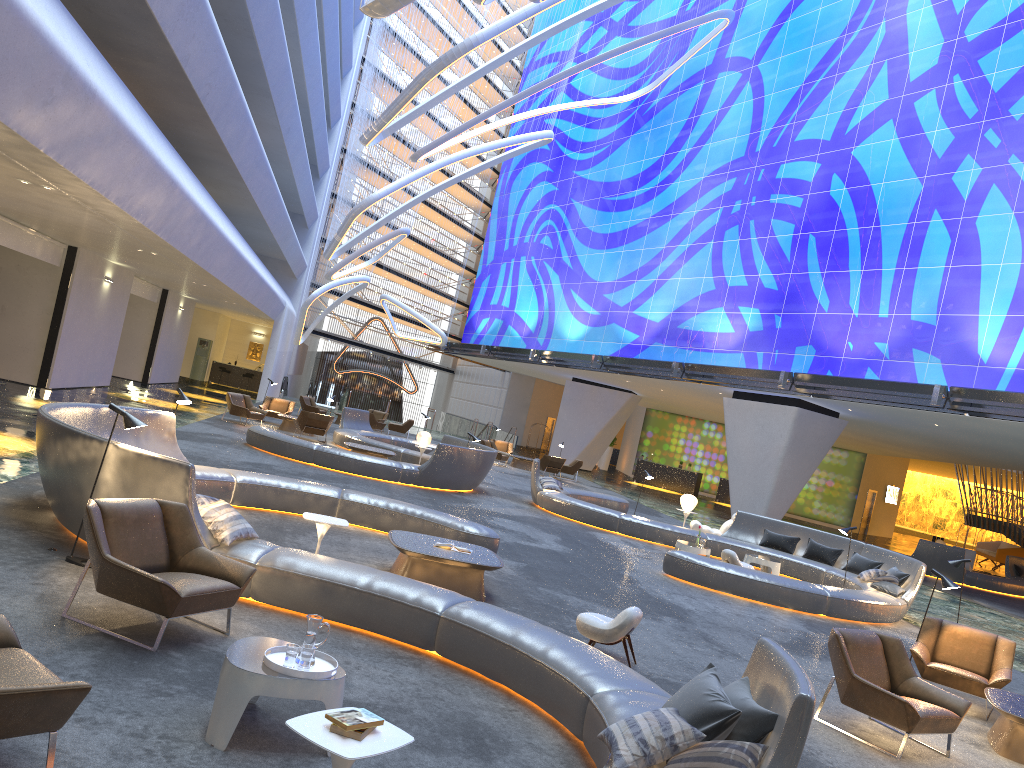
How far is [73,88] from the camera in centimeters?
879cm

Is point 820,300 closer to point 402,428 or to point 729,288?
point 729,288

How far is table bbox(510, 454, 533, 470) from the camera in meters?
31.5

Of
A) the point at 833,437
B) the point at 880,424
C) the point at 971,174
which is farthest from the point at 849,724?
the point at 880,424

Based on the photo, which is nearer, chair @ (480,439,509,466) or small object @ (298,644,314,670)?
small object @ (298,644,314,670)

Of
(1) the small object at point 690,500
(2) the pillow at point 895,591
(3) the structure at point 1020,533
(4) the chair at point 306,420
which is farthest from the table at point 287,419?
(3) the structure at point 1020,533

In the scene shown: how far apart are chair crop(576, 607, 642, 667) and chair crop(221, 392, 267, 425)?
17.1 meters

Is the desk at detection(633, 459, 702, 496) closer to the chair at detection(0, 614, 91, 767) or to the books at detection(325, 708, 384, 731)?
the chair at detection(0, 614, 91, 767)

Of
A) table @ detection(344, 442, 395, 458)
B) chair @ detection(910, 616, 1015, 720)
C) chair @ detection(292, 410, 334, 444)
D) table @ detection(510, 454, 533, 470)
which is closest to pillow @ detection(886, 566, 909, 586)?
chair @ detection(910, 616, 1015, 720)

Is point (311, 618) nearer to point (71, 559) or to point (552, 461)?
point (71, 559)
